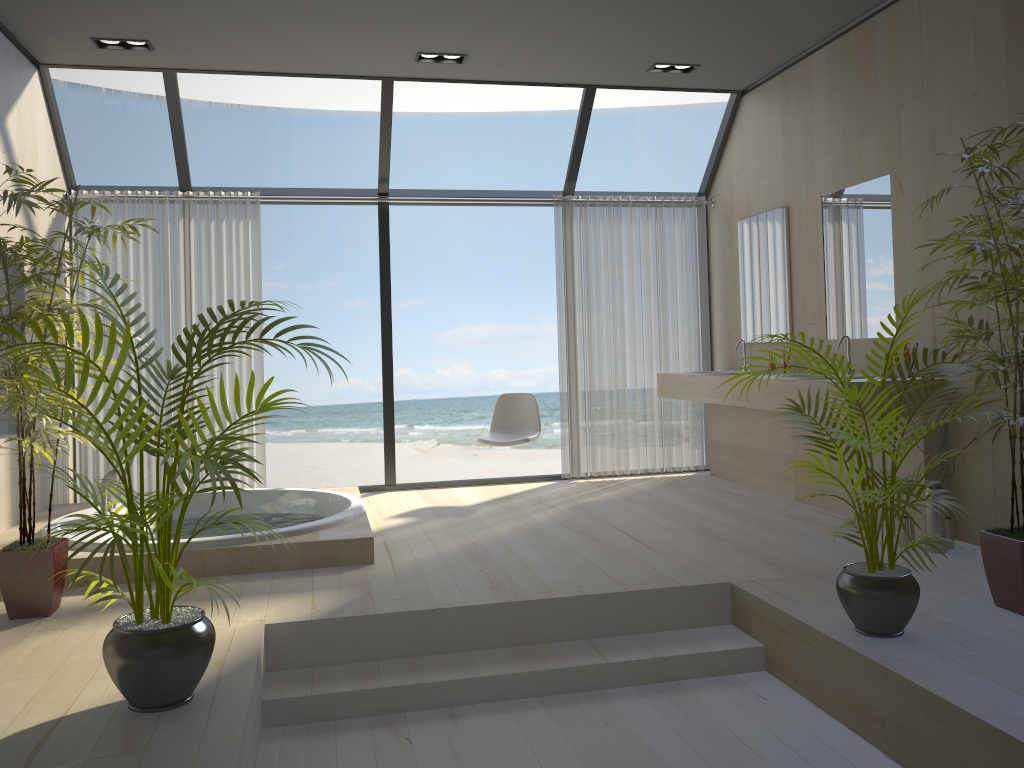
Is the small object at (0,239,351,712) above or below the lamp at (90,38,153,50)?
below

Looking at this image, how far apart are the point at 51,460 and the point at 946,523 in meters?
4.0 m

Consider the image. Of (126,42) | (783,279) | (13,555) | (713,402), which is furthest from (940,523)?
(126,42)

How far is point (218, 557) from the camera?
4.0 meters

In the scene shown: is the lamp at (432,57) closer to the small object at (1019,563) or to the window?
A: the window

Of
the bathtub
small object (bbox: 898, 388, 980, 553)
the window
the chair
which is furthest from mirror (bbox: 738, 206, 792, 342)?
the bathtub

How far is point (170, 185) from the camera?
15.1 meters

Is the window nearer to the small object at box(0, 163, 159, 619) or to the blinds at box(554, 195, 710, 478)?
the blinds at box(554, 195, 710, 478)

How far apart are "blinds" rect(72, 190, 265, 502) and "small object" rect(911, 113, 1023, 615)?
4.3m

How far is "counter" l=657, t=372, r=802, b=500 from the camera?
Result: 5.63m
